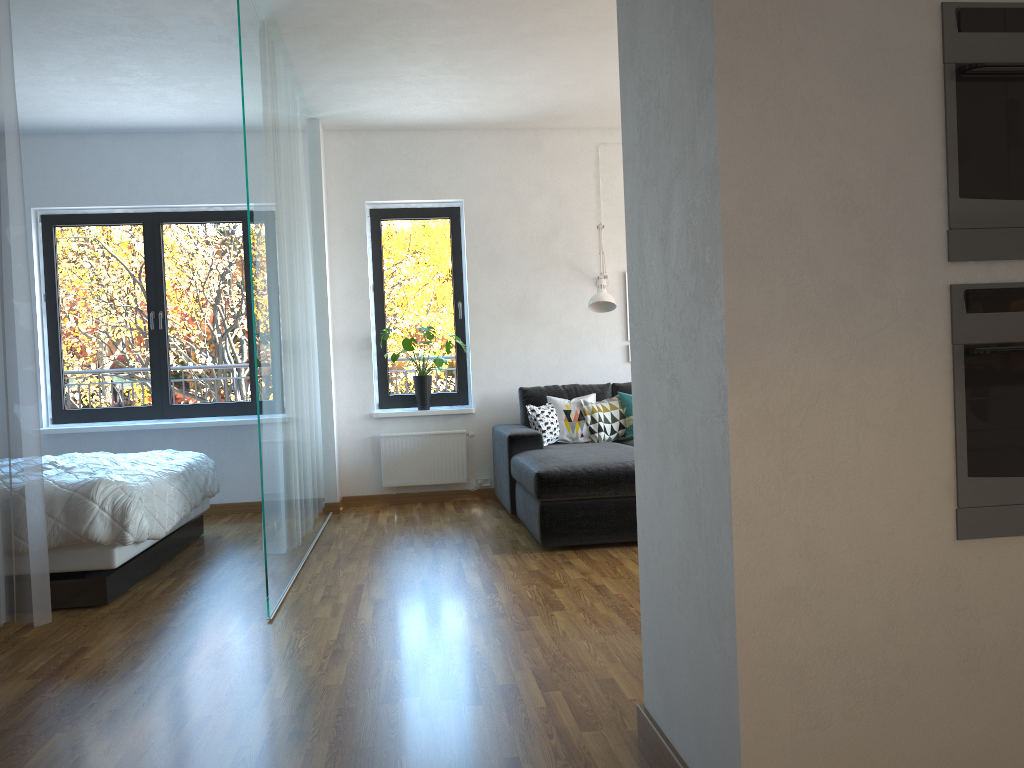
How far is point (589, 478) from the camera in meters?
4.6

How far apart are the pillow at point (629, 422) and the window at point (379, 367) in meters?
1.2 m

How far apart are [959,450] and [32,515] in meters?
3.1

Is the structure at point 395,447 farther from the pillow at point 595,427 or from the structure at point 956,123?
the structure at point 956,123

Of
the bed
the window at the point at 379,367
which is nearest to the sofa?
the window at the point at 379,367

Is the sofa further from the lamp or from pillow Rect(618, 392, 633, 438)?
the lamp

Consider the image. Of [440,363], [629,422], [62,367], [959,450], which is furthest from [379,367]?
[959,450]

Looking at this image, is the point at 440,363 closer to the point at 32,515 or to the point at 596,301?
the point at 596,301

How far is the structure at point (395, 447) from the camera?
6.58m

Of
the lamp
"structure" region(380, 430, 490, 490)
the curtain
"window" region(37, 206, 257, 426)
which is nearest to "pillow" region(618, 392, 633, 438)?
the lamp
